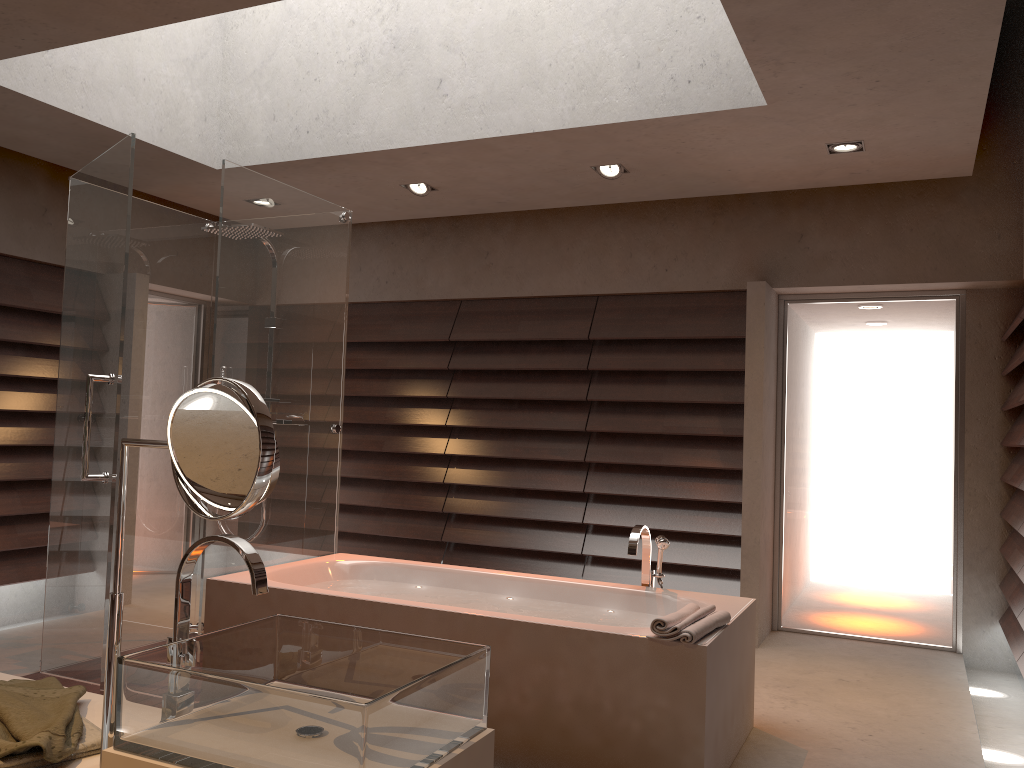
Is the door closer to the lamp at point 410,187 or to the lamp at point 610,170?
the lamp at point 610,170

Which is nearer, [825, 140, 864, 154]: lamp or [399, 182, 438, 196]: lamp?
[825, 140, 864, 154]: lamp

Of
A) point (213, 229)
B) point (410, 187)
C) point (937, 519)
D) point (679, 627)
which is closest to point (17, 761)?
point (679, 627)

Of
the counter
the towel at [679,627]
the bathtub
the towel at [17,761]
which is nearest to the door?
the bathtub

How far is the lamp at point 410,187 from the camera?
5.1 meters

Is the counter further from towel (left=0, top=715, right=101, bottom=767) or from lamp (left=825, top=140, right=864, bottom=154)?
lamp (left=825, top=140, right=864, bottom=154)

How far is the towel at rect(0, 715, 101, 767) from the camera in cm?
131

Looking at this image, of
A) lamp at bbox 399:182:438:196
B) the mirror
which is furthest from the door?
the mirror

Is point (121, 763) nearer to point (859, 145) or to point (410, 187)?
point (859, 145)

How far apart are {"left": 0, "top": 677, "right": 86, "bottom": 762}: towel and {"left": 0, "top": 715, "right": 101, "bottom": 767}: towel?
0.0 meters
